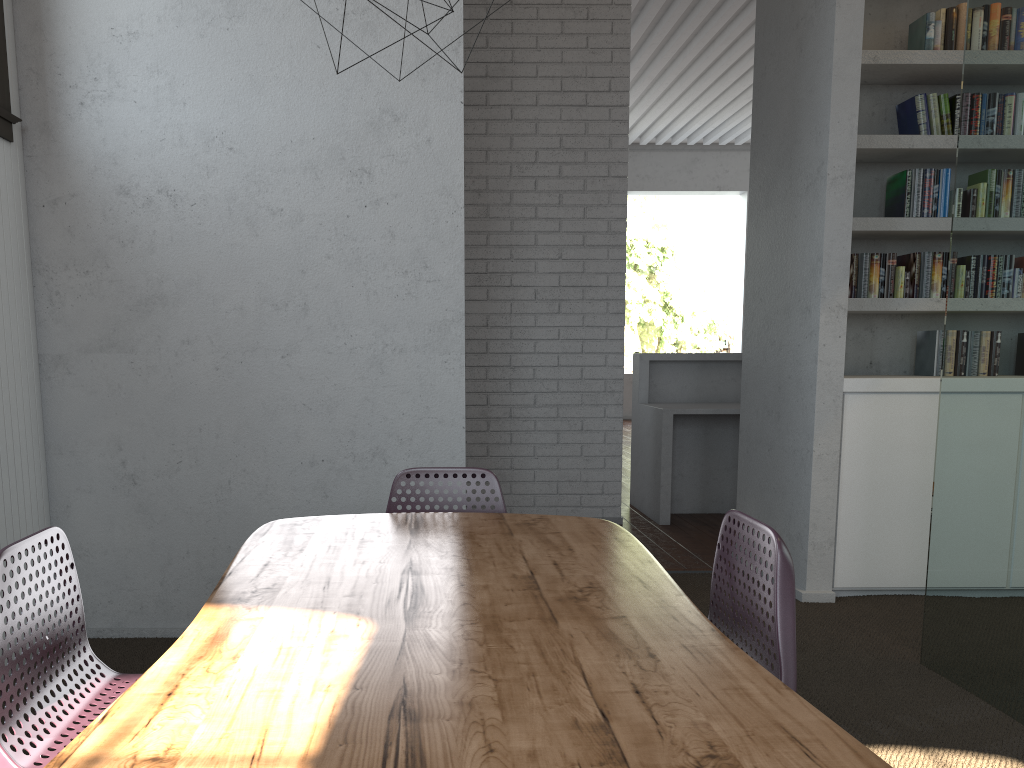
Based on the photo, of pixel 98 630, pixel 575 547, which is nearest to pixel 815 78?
pixel 575 547
